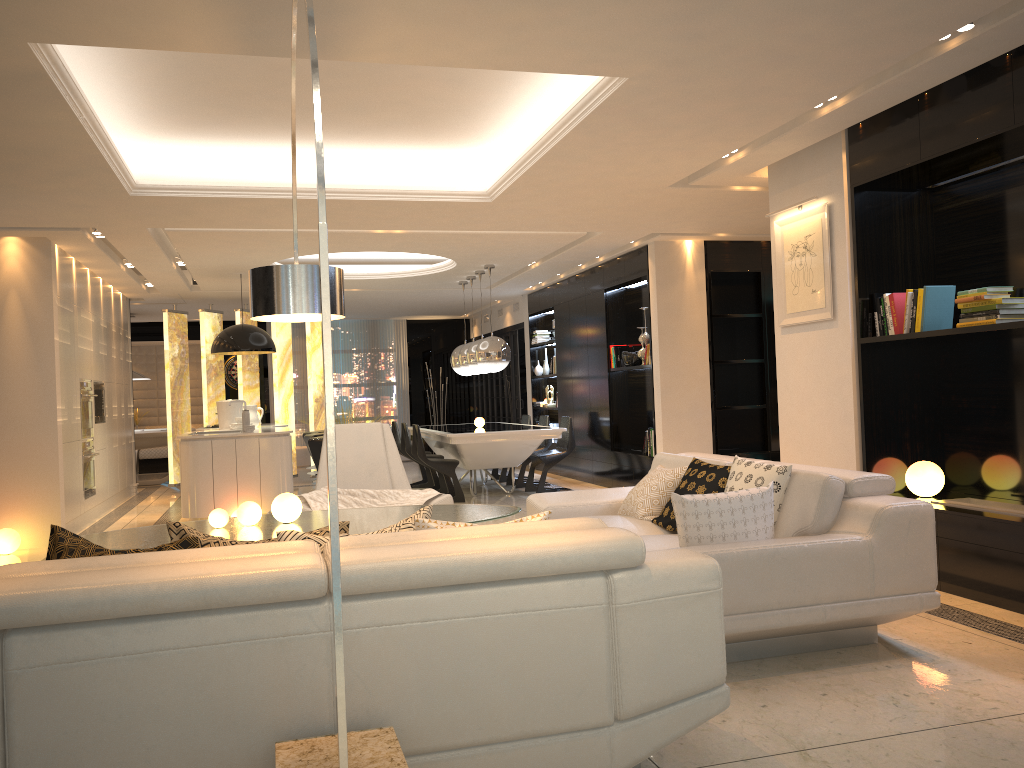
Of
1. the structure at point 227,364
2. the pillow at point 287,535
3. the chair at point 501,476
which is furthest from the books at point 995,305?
the structure at point 227,364

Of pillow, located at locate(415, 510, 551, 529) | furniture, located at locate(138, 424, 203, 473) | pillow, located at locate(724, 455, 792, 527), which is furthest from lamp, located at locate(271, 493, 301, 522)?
furniture, located at locate(138, 424, 203, 473)

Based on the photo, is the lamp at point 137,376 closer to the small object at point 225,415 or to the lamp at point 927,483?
the small object at point 225,415

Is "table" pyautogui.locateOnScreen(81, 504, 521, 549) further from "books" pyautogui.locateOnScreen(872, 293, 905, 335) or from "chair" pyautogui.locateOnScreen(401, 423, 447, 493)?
"chair" pyautogui.locateOnScreen(401, 423, 447, 493)

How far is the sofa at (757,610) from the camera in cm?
345

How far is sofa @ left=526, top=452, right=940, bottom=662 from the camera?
3.4m

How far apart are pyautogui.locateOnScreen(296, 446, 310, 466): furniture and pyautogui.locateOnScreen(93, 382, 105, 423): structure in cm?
578

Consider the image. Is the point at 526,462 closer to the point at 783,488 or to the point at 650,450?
the point at 650,450

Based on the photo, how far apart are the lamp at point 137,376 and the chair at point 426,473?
4.65m

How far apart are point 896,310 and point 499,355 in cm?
532
